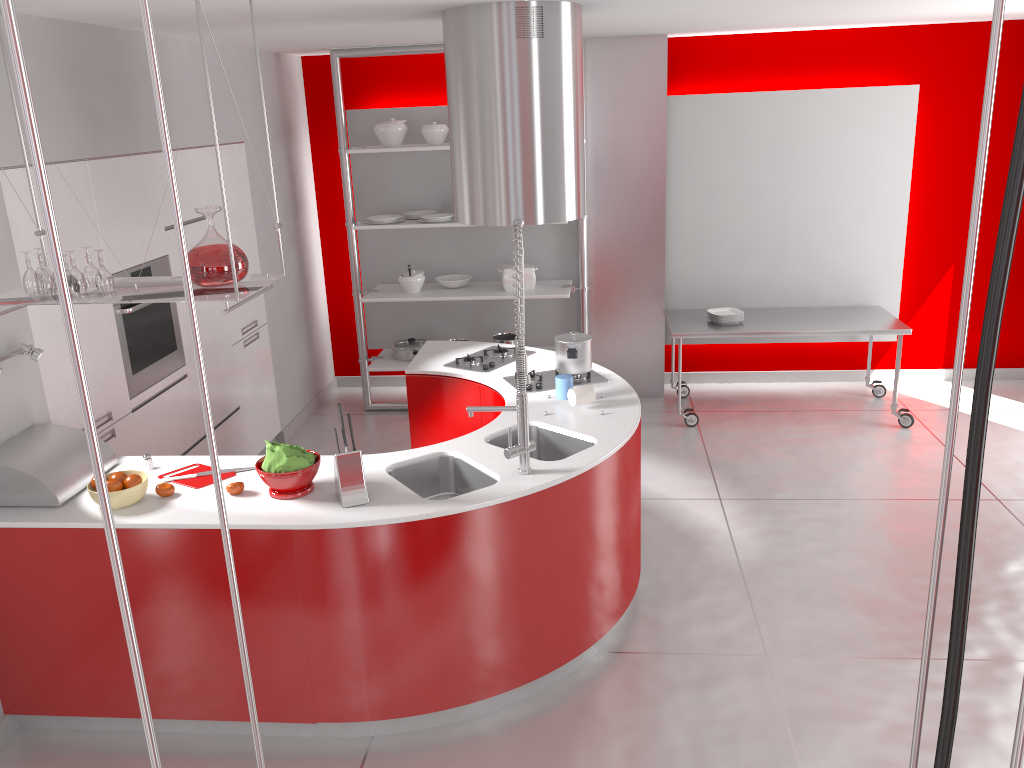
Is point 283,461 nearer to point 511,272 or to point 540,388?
point 540,388

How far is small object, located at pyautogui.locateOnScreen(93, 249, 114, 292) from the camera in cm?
299

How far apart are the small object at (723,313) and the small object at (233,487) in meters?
3.9 m

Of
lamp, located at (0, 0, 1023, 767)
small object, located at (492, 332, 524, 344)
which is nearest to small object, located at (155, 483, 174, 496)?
lamp, located at (0, 0, 1023, 767)

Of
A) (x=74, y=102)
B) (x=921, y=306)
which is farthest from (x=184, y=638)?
(x=921, y=306)

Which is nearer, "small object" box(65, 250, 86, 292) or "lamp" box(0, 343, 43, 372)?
"small object" box(65, 250, 86, 292)

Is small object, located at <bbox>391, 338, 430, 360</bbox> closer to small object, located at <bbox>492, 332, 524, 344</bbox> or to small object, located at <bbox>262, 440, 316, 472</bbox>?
small object, located at <bbox>492, 332, 524, 344</bbox>

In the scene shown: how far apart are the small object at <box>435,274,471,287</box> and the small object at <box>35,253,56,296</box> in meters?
3.6

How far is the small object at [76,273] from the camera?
3.0 meters

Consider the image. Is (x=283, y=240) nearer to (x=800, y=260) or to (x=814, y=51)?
(x=800, y=260)
